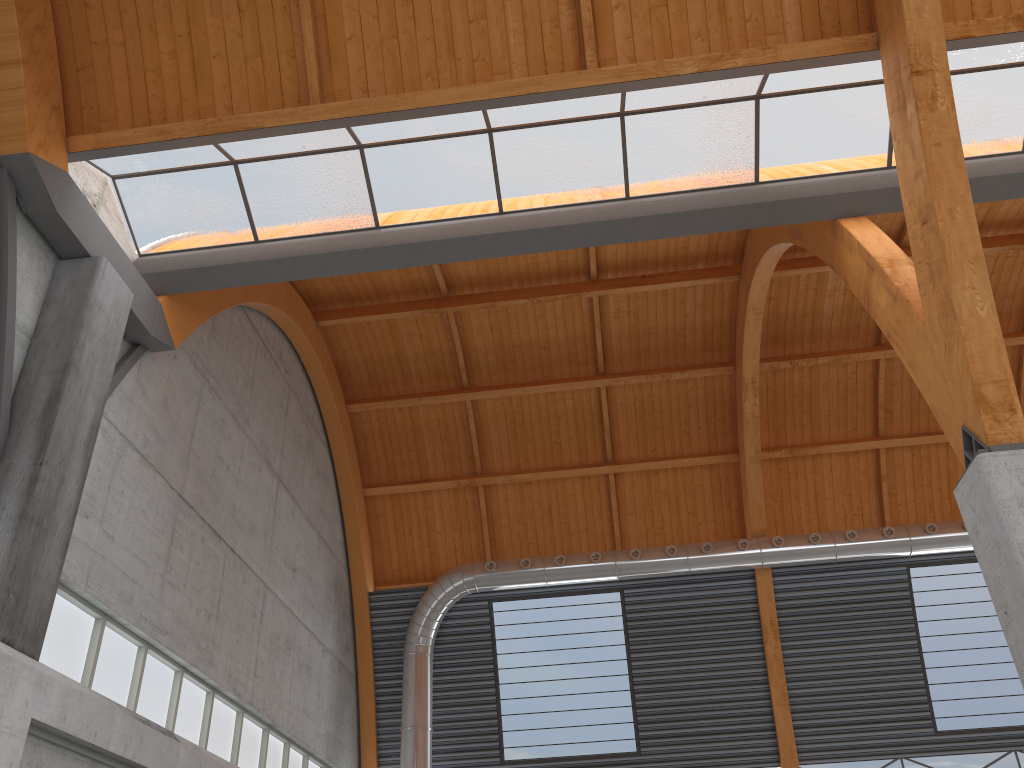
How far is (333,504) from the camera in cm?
3583
